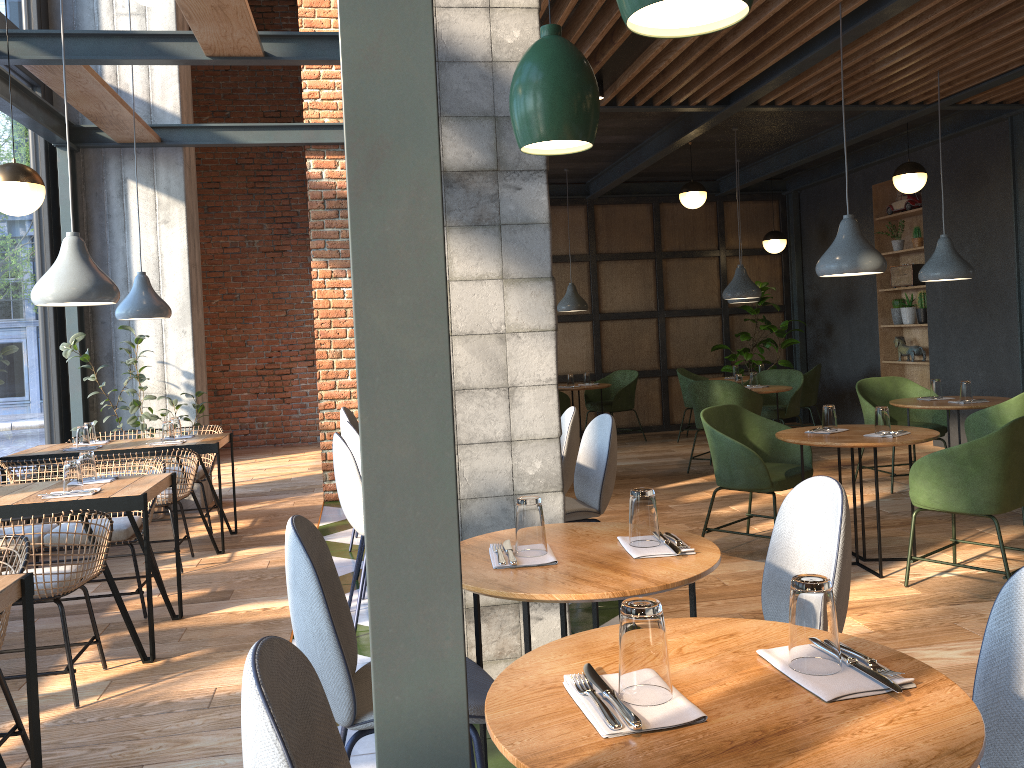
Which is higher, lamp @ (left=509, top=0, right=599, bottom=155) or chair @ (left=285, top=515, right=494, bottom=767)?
lamp @ (left=509, top=0, right=599, bottom=155)

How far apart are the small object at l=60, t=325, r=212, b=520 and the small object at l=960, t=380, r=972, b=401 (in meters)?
5.63

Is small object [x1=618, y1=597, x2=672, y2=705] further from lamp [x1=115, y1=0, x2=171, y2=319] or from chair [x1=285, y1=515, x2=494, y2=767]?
lamp [x1=115, y1=0, x2=171, y2=319]

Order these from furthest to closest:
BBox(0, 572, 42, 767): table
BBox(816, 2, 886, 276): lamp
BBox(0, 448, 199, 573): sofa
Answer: BBox(0, 448, 199, 573): sofa, BBox(816, 2, 886, 276): lamp, BBox(0, 572, 42, 767): table

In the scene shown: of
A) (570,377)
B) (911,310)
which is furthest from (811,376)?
(570,377)

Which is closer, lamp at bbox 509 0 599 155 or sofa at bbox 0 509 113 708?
lamp at bbox 509 0 599 155

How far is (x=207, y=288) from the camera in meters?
11.3 m

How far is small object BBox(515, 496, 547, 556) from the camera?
2.2m

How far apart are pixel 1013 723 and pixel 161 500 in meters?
4.7 m

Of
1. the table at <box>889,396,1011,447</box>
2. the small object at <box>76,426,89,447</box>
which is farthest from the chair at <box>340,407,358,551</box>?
the table at <box>889,396,1011,447</box>
